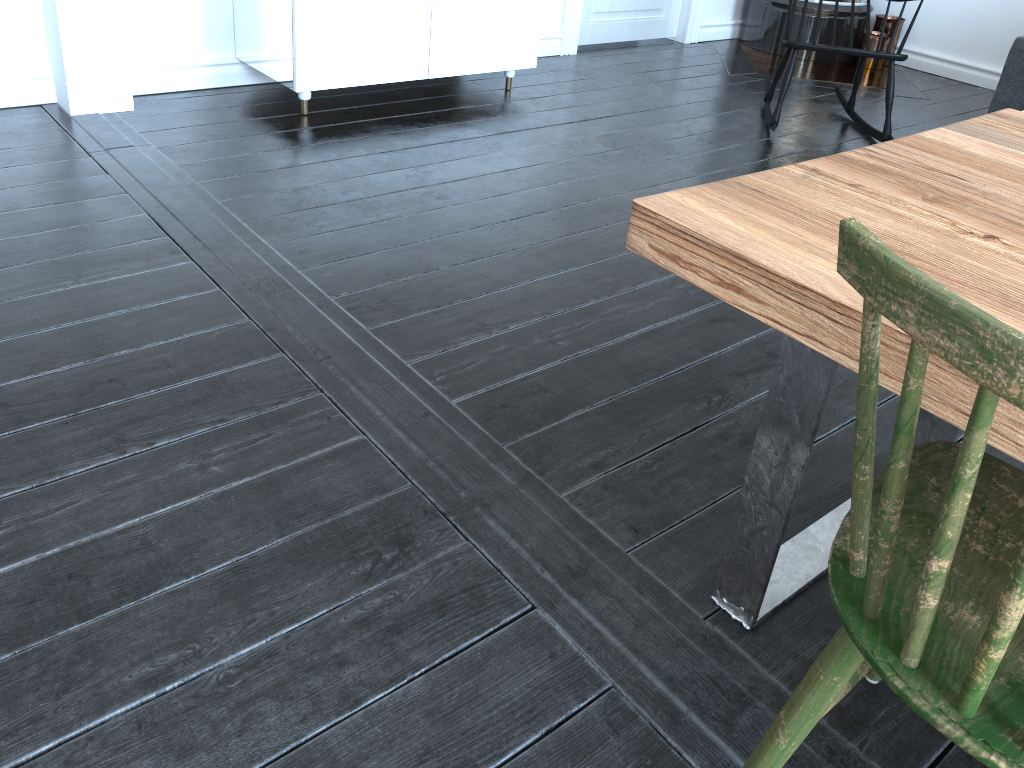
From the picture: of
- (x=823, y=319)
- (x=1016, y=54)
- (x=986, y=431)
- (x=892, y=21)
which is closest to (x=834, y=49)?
(x=1016, y=54)

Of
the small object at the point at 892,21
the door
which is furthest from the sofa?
the door

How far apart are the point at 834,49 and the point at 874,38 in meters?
1.8 m

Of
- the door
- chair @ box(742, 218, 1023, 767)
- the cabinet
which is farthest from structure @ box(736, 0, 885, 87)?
chair @ box(742, 218, 1023, 767)

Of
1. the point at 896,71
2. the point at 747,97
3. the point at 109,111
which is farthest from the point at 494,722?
the point at 896,71

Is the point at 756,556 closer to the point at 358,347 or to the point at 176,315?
the point at 358,347

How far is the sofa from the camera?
3.85m

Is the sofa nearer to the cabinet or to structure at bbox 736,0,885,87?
structure at bbox 736,0,885,87

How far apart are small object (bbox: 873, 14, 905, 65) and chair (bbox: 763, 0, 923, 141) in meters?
1.3

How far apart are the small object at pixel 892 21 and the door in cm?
105
